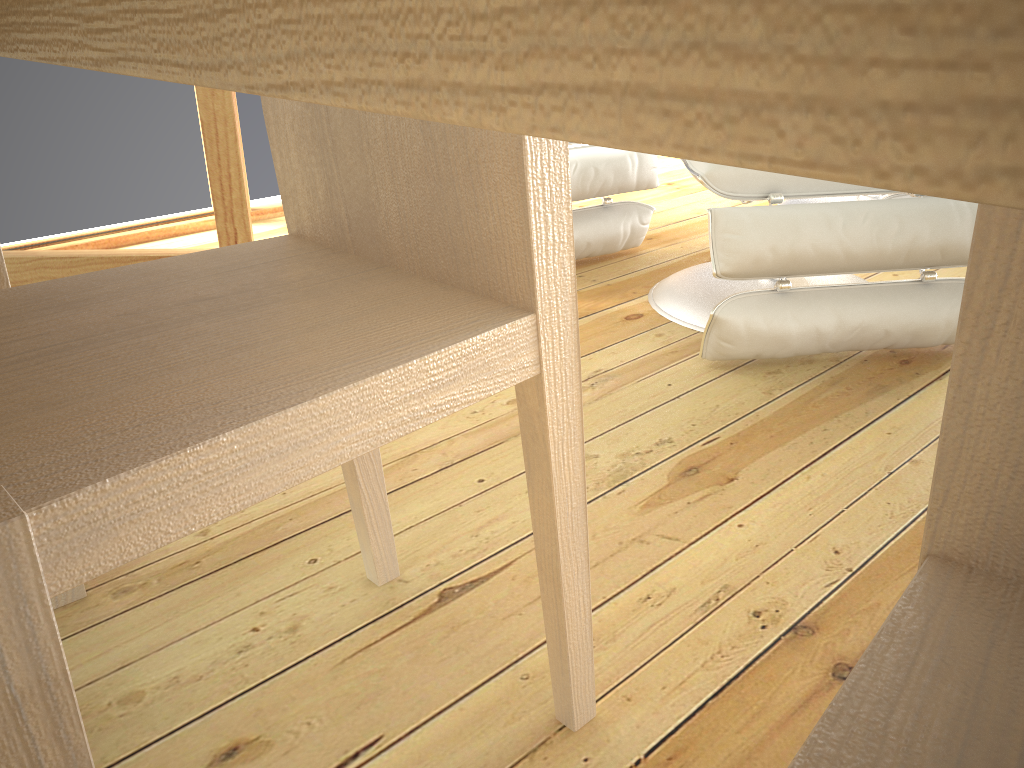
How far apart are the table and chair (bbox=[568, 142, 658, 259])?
1.4 meters

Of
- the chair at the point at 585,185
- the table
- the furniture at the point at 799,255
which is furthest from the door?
the table

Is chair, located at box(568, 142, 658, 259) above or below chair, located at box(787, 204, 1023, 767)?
below

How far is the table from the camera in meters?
0.1

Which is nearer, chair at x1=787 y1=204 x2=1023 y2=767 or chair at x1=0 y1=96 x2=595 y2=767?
chair at x1=787 y1=204 x2=1023 y2=767

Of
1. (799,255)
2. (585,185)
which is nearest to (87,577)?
(799,255)

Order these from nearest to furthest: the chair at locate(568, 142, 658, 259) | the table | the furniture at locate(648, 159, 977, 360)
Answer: the table, the furniture at locate(648, 159, 977, 360), the chair at locate(568, 142, 658, 259)

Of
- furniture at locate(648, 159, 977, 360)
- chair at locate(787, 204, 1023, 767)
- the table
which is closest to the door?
furniture at locate(648, 159, 977, 360)

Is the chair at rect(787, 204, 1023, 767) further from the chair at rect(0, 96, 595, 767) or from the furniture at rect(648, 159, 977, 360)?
the furniture at rect(648, 159, 977, 360)

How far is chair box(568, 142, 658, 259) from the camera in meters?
2.1 m
